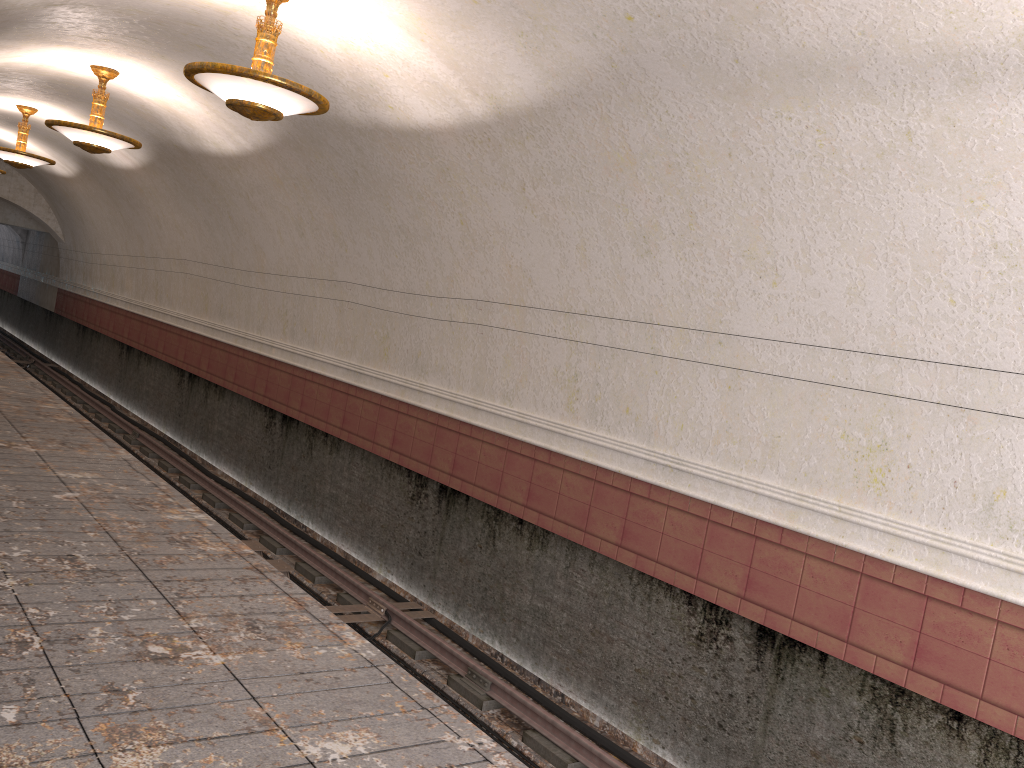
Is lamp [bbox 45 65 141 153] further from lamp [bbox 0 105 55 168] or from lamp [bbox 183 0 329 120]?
lamp [bbox 0 105 55 168]

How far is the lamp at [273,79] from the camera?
5.9m

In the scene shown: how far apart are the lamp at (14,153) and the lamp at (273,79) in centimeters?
886cm

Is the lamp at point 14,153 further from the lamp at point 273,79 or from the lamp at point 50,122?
the lamp at point 273,79

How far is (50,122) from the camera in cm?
964

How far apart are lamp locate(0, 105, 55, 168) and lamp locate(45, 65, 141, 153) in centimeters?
429cm

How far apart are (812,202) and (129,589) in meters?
4.6

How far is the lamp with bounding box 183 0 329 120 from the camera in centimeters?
585cm

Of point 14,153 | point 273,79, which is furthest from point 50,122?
point 273,79

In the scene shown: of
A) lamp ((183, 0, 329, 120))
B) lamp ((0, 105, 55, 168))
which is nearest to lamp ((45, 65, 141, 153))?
lamp ((183, 0, 329, 120))
